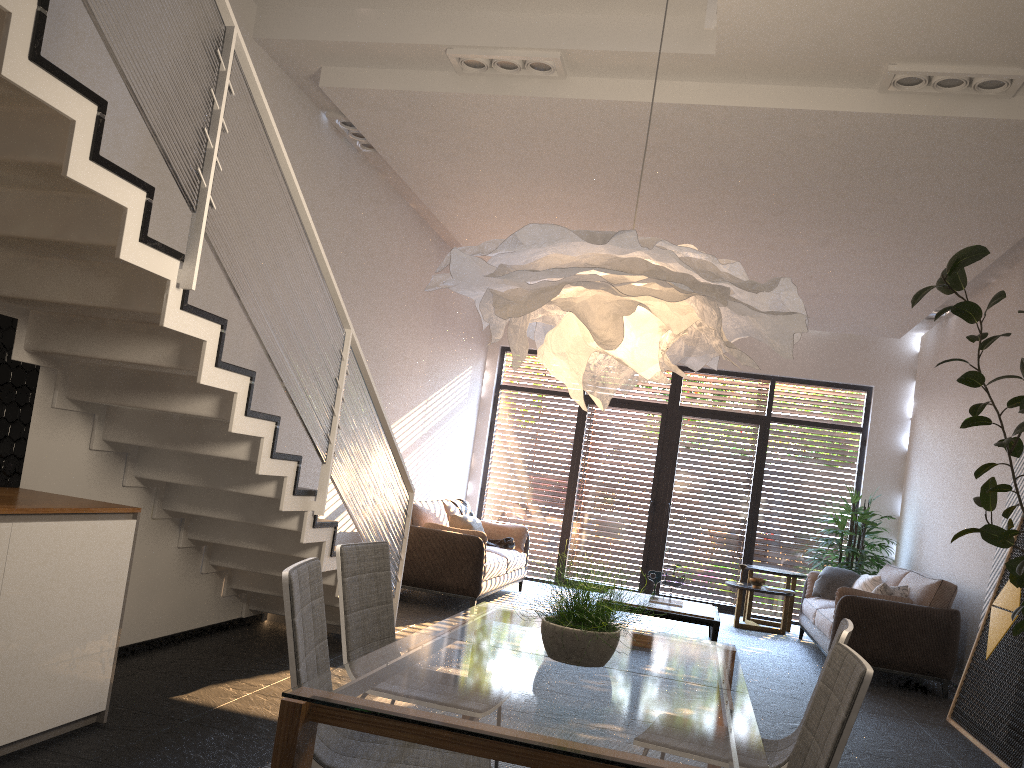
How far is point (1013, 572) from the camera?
4.79m

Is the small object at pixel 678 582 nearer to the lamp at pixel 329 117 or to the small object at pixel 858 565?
the small object at pixel 858 565

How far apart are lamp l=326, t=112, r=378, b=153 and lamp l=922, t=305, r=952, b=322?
6.09m

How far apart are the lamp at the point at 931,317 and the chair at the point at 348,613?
7.75m

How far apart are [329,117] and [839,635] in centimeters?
499cm

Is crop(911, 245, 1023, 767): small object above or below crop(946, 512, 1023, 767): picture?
above

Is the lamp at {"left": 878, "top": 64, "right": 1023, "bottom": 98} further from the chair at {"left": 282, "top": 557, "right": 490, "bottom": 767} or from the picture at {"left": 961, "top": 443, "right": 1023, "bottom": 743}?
the chair at {"left": 282, "top": 557, "right": 490, "bottom": 767}

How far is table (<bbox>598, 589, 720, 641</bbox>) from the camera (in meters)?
7.35

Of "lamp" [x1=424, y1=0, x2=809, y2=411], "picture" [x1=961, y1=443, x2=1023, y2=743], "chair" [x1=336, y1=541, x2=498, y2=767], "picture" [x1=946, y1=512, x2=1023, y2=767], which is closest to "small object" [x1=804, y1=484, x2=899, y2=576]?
"picture" [x1=961, y1=443, x2=1023, y2=743]

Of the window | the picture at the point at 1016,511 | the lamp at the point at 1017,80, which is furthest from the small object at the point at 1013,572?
the window
